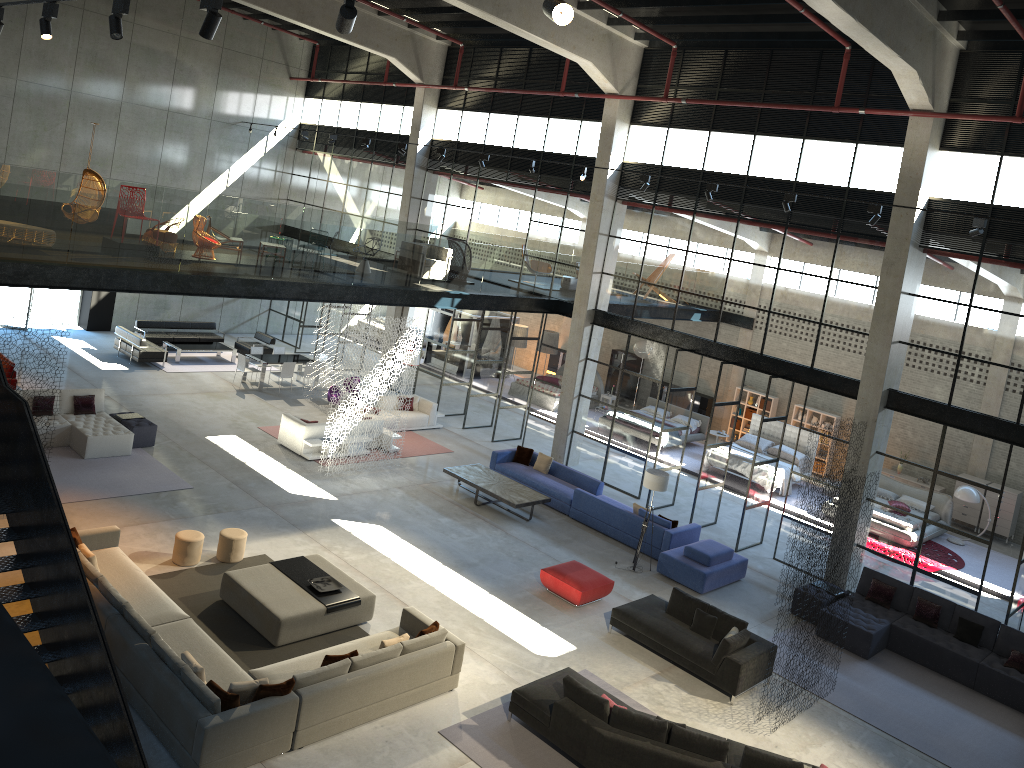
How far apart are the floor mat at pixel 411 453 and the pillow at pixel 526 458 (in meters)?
2.14

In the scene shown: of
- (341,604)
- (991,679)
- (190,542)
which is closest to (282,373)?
(190,542)

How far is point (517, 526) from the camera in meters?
17.0

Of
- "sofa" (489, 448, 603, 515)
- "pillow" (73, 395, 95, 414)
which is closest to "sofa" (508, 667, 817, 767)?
"sofa" (489, 448, 603, 515)

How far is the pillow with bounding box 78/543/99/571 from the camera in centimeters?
1114cm

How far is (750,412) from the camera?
26.19m

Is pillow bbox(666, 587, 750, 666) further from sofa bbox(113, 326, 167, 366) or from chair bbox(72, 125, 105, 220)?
sofa bbox(113, 326, 167, 366)

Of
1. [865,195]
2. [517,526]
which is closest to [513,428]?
[517,526]

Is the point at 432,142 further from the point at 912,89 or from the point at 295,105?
the point at 912,89

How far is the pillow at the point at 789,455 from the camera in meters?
22.8 m
